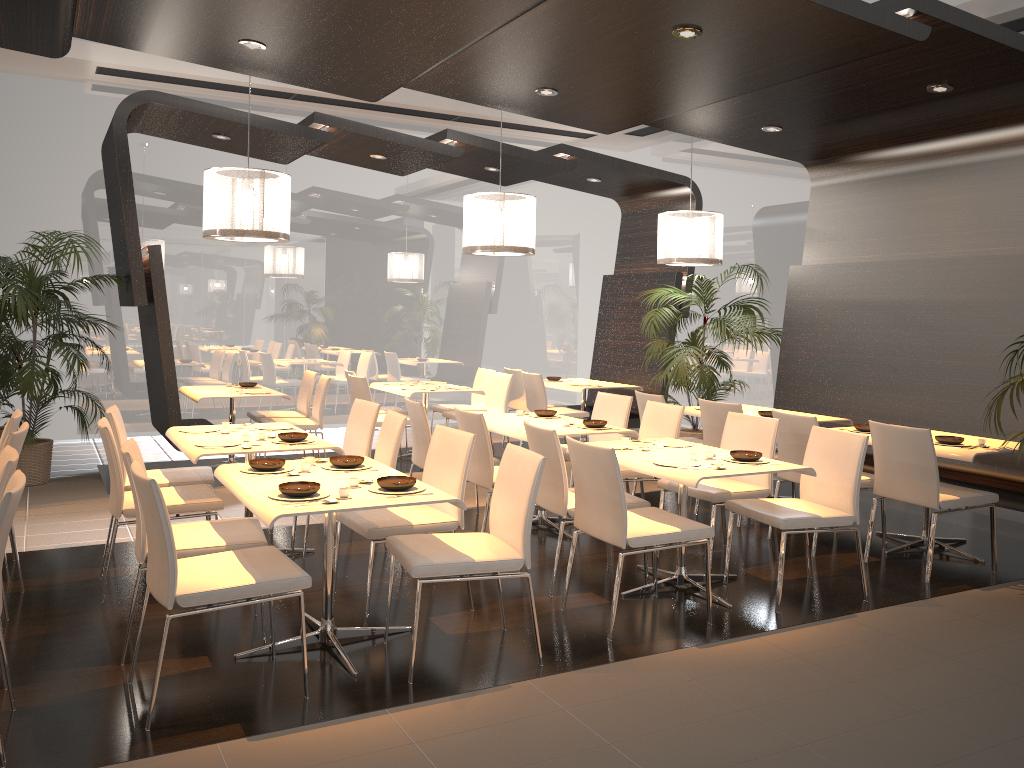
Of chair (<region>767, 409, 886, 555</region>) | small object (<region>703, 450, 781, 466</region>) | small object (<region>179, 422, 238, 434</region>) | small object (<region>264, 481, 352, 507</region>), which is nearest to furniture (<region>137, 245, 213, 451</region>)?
small object (<region>179, 422, 238, 434</region>)

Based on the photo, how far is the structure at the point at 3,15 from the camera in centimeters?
450cm

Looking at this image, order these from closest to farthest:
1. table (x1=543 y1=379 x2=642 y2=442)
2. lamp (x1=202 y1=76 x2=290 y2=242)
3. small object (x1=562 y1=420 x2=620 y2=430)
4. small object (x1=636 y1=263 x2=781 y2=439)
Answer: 1. small object (x1=562 y1=420 x2=620 y2=430)
2. lamp (x1=202 y1=76 x2=290 y2=242)
3. small object (x1=636 y1=263 x2=781 y2=439)
4. table (x1=543 y1=379 x2=642 y2=442)

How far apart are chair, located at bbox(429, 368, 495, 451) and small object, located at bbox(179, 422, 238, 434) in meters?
4.0

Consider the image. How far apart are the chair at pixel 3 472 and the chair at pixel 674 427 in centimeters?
356cm

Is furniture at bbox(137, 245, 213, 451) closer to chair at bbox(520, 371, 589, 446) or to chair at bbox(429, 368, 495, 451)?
chair at bbox(429, 368, 495, 451)

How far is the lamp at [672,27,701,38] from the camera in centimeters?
465cm

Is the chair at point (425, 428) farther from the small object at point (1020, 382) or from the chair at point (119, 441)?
the small object at point (1020, 382)

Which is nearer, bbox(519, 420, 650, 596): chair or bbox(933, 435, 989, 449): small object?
bbox(519, 420, 650, 596): chair

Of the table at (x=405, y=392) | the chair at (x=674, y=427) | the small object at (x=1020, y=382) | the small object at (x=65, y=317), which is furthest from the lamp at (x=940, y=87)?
the small object at (x=65, y=317)
